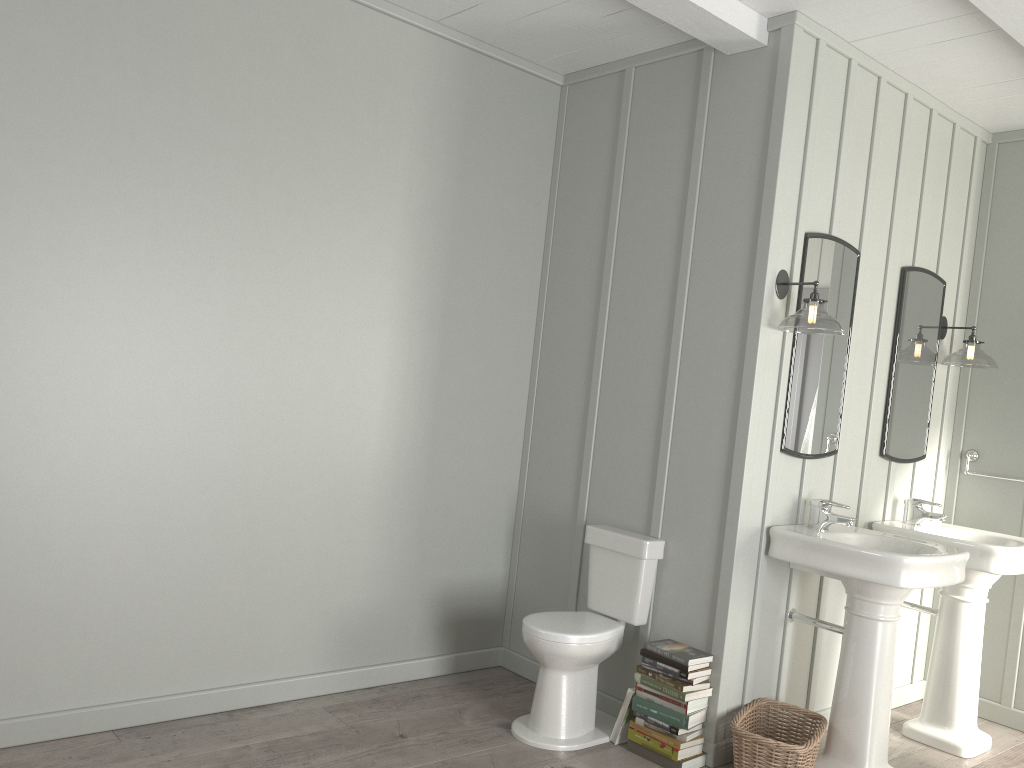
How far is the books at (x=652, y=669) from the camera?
3.3 meters

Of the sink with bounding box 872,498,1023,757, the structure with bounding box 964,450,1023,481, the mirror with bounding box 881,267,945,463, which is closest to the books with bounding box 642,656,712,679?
the sink with bounding box 872,498,1023,757

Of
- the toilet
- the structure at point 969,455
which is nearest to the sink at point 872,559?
the toilet

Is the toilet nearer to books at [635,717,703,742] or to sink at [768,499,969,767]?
books at [635,717,703,742]

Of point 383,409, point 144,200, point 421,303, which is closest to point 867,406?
point 421,303

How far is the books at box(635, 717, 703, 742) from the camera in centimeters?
321cm

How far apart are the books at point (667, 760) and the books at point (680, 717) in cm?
14

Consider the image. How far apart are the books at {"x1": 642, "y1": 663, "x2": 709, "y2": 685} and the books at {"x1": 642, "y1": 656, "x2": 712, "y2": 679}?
0.0 meters

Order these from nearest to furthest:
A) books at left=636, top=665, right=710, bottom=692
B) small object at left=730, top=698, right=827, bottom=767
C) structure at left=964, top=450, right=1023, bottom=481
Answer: small object at left=730, top=698, right=827, bottom=767
books at left=636, top=665, right=710, bottom=692
structure at left=964, top=450, right=1023, bottom=481

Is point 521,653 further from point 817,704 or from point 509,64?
point 509,64
